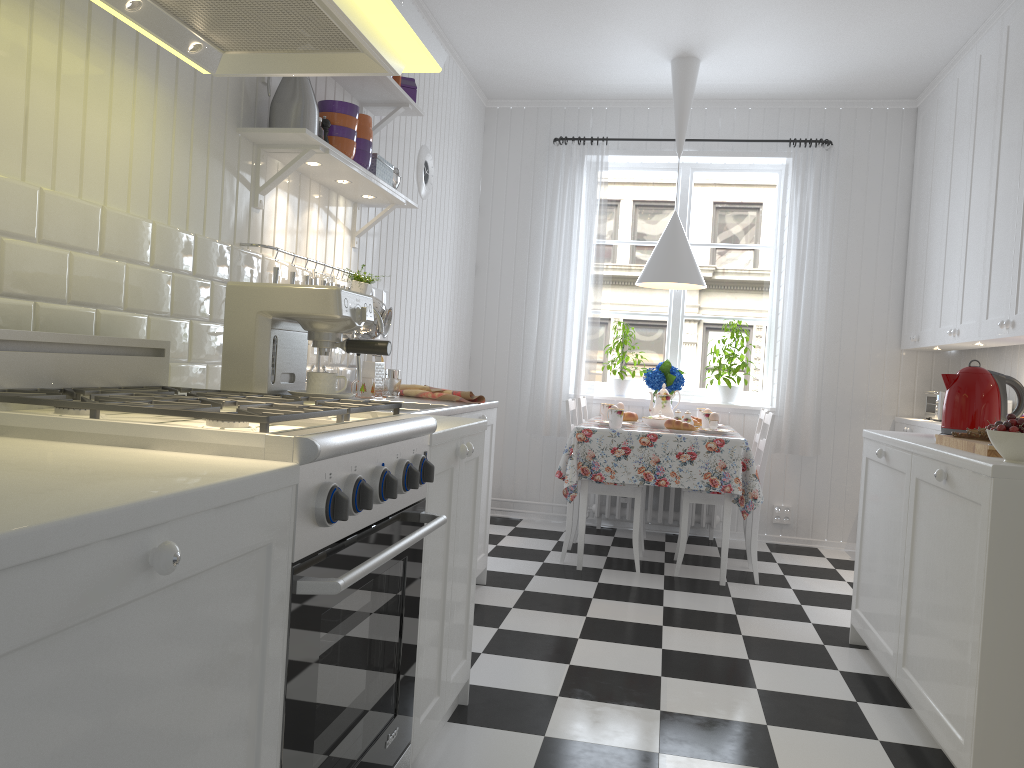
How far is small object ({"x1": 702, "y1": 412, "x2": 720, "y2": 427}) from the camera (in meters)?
4.70

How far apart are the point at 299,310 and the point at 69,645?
1.4 meters

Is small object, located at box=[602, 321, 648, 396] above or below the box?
below

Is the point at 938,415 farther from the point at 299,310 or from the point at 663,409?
the point at 299,310

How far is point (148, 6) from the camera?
1.70m

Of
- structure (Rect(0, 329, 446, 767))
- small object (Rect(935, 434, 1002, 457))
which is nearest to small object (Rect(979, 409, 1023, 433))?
small object (Rect(935, 434, 1002, 457))

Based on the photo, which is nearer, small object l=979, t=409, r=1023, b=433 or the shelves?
small object l=979, t=409, r=1023, b=433

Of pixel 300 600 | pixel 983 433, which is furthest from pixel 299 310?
pixel 983 433

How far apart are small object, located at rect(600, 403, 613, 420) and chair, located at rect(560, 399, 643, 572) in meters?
0.3

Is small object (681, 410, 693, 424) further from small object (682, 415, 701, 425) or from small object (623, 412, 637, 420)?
small object (623, 412, 637, 420)
